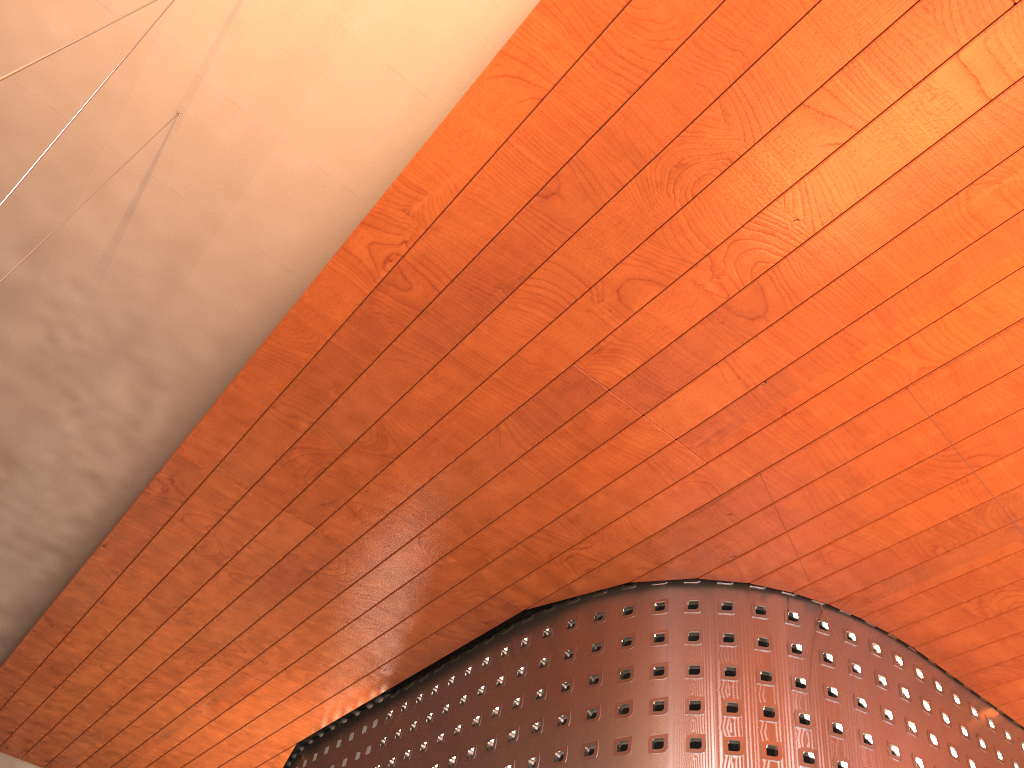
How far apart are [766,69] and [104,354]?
8.5m

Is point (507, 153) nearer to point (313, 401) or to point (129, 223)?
point (313, 401)
